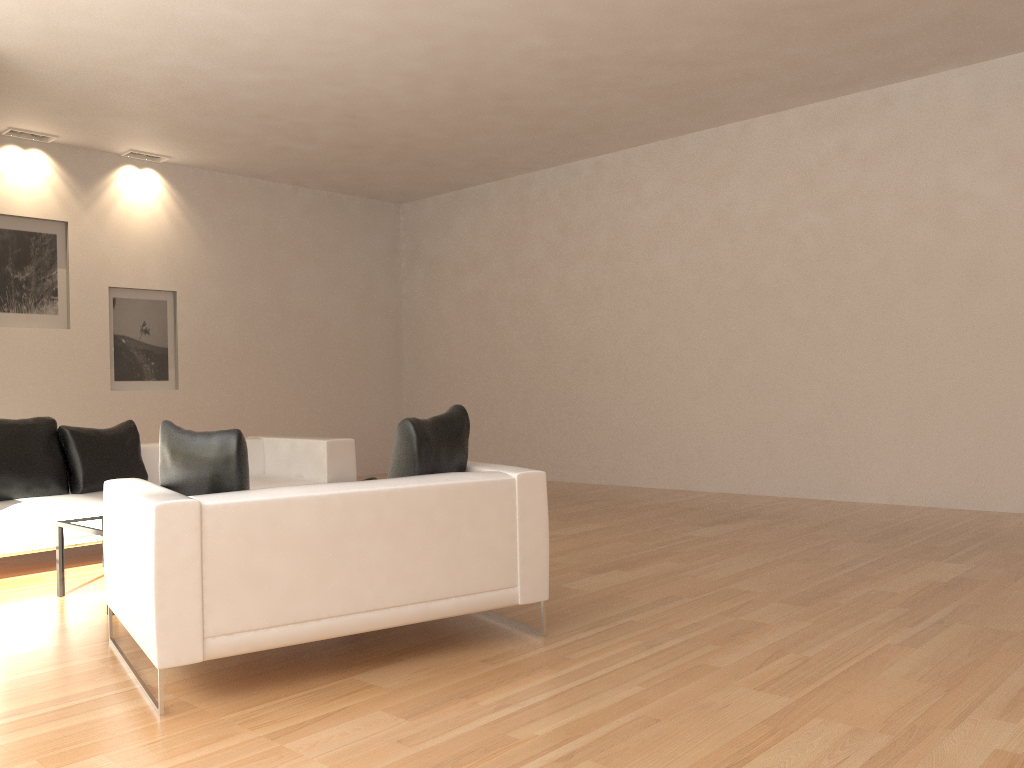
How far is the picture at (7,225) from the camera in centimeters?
882cm

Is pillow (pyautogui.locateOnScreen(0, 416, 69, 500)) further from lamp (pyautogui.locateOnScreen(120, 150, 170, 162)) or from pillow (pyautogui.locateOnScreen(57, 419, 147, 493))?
lamp (pyautogui.locateOnScreen(120, 150, 170, 162))

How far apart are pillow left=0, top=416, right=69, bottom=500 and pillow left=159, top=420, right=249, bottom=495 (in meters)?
2.87

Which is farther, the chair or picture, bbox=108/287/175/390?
picture, bbox=108/287/175/390

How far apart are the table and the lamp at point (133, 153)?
5.89m

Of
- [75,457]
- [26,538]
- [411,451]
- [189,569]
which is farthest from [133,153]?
[189,569]

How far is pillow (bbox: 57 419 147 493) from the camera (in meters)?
6.28

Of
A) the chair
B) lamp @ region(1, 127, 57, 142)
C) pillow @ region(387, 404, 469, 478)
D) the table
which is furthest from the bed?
lamp @ region(1, 127, 57, 142)

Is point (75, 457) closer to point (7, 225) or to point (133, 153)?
point (7, 225)

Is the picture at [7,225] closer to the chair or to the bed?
the bed
